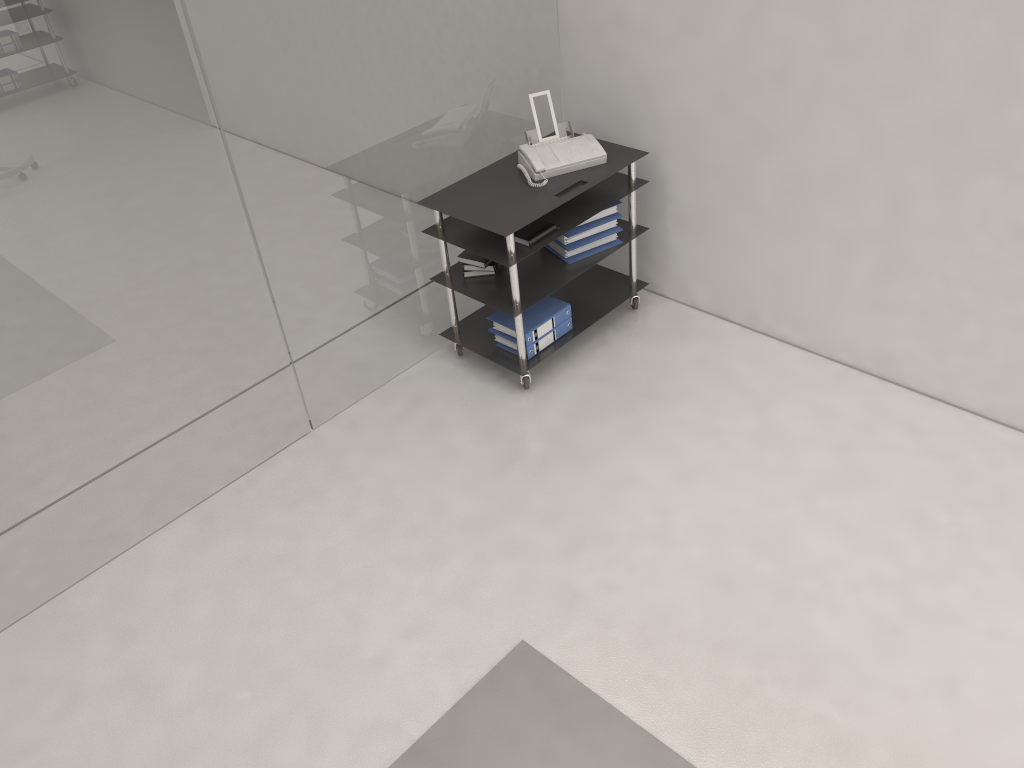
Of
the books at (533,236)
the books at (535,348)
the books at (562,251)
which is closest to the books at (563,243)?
the books at (562,251)

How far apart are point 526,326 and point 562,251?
0.41m

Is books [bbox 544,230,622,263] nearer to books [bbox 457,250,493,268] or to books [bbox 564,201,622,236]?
books [bbox 564,201,622,236]

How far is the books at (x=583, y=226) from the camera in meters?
4.2

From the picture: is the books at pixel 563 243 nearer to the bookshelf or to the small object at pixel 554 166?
the bookshelf

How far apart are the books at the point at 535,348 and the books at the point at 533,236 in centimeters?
53cm

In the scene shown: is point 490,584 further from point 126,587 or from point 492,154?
point 492,154

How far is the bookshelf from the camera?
3.9 meters

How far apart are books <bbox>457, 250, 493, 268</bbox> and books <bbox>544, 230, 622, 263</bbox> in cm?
37

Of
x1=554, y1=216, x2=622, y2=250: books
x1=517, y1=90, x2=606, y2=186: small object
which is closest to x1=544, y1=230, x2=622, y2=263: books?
x1=554, y1=216, x2=622, y2=250: books
